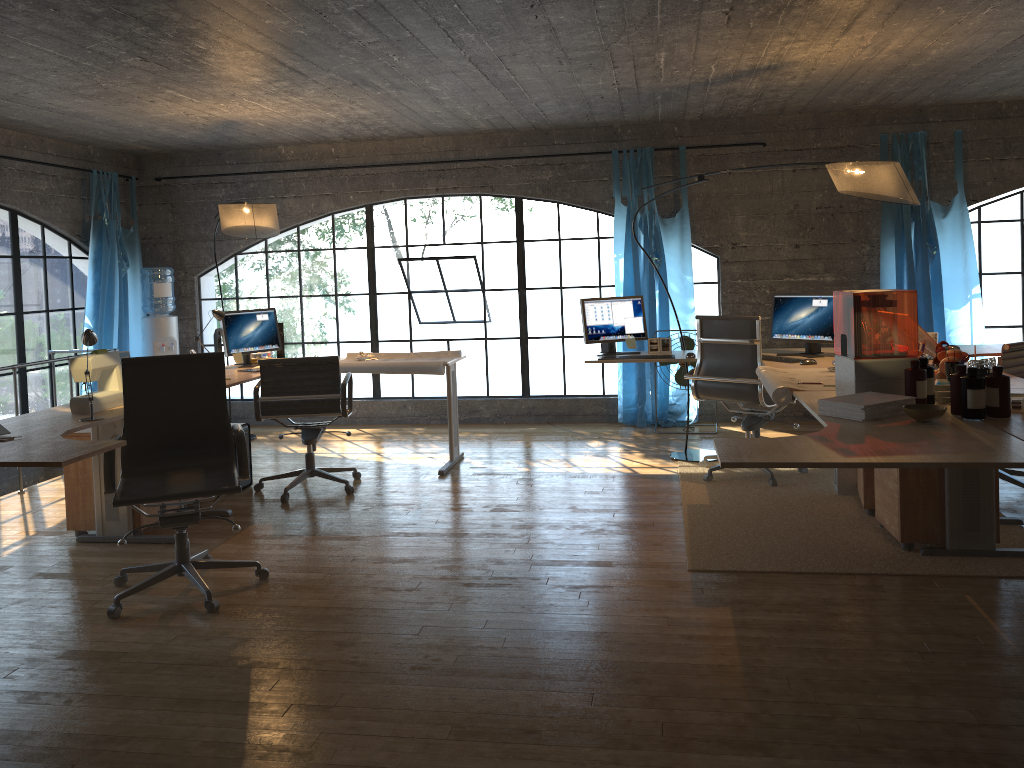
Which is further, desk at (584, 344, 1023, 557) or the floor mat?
the floor mat

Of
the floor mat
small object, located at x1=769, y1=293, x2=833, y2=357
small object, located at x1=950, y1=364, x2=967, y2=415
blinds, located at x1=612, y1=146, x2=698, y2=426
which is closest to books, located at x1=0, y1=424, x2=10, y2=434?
the floor mat

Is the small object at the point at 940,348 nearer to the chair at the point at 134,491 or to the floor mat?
the floor mat

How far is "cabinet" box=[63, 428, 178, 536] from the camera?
4.7 meters

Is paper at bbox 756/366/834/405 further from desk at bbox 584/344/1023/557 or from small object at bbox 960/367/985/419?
small object at bbox 960/367/985/419

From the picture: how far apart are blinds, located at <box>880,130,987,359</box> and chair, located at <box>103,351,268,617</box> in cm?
520

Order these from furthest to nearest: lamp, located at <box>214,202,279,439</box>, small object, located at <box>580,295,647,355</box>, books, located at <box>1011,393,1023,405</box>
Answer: small object, located at <box>580,295,647,355</box>
lamp, located at <box>214,202,279,439</box>
books, located at <box>1011,393,1023,405</box>

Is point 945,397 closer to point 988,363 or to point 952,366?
point 952,366

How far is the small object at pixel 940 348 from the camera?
4.50m

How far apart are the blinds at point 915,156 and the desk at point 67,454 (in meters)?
3.50
